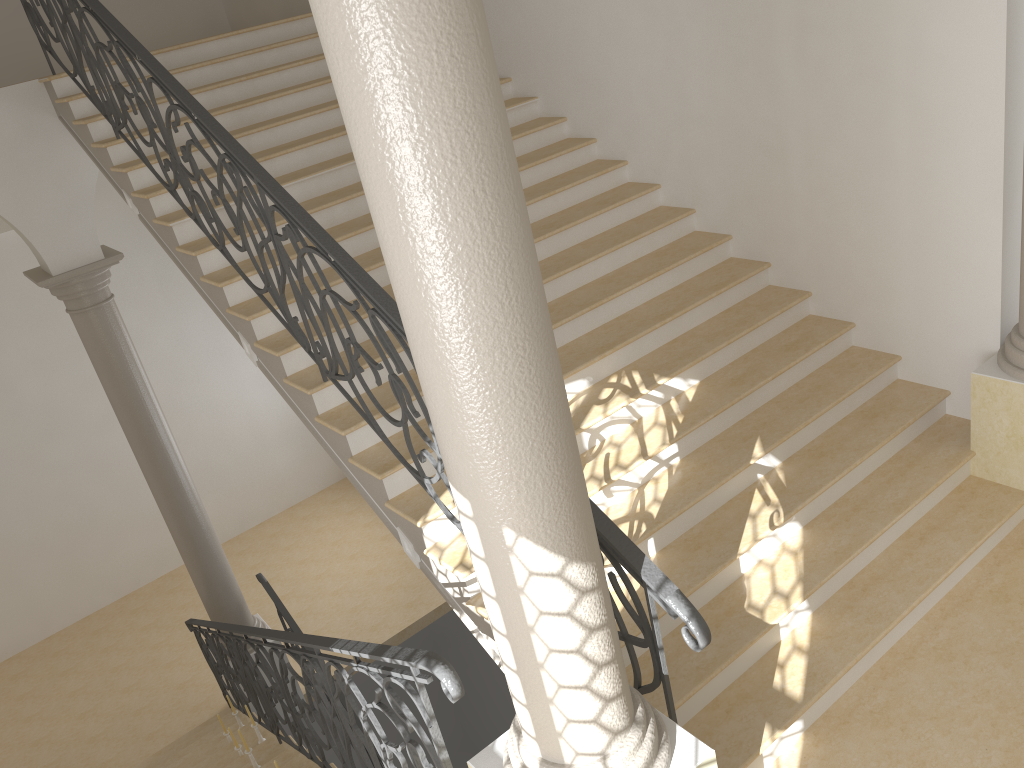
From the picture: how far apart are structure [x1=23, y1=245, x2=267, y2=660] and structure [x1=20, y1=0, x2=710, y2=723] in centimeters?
148cm

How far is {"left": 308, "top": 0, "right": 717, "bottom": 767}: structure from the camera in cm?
190

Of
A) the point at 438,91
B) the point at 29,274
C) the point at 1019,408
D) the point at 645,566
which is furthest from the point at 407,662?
the point at 29,274

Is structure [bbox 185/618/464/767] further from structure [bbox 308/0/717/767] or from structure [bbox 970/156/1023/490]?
structure [bbox 970/156/1023/490]

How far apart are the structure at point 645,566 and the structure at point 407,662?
0.7 meters

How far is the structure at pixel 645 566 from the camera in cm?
295

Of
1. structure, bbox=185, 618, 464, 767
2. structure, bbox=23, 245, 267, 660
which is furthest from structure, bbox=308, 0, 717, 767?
structure, bbox=23, 245, 267, 660

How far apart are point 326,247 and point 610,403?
1.8m

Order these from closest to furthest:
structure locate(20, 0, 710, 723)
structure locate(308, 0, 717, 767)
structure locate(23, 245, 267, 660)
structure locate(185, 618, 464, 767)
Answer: structure locate(308, 0, 717, 767), structure locate(185, 618, 464, 767), structure locate(20, 0, 710, 723), structure locate(23, 245, 267, 660)

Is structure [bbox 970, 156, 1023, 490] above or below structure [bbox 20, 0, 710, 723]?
below
